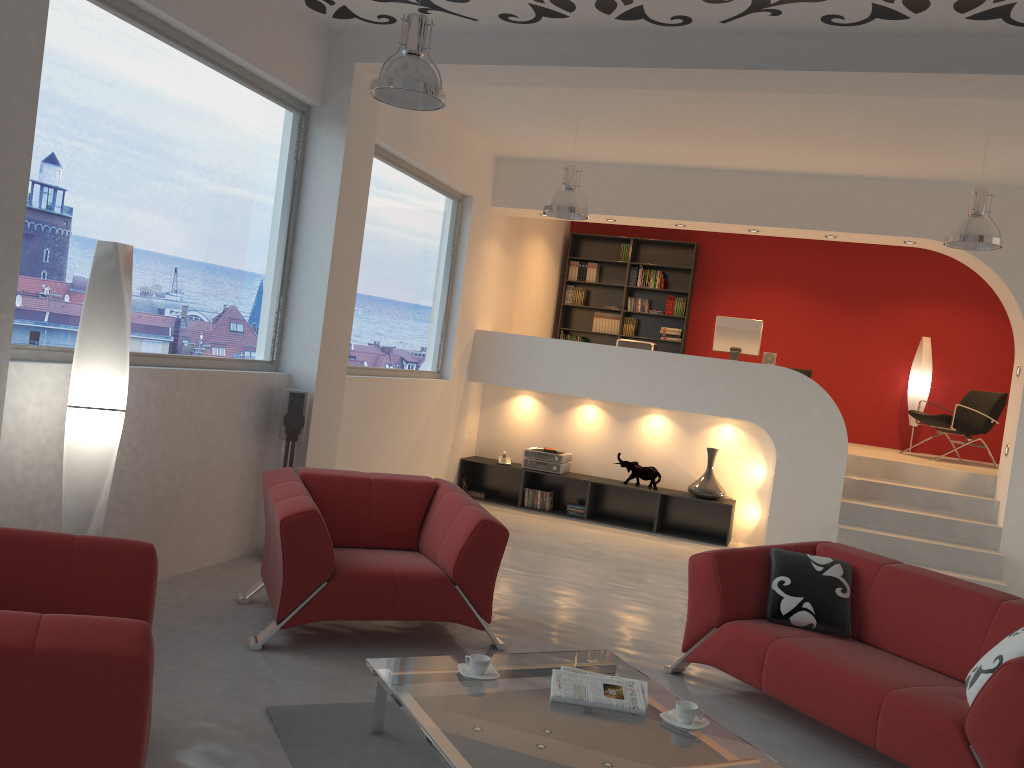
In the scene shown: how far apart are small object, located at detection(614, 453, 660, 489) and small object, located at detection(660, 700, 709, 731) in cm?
553

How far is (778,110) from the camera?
6.3 meters

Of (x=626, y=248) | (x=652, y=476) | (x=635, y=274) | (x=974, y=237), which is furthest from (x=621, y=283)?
(x=974, y=237)

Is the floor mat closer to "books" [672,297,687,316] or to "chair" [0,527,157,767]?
"chair" [0,527,157,767]

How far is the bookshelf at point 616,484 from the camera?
8.7m

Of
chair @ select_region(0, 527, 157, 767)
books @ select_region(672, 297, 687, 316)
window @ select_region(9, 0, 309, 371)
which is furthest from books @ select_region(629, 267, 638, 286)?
chair @ select_region(0, 527, 157, 767)

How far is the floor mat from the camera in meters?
3.2

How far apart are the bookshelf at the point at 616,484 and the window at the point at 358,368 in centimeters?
108cm

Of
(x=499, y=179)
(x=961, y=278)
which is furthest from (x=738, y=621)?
(x=961, y=278)

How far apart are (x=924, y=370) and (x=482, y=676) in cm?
854
